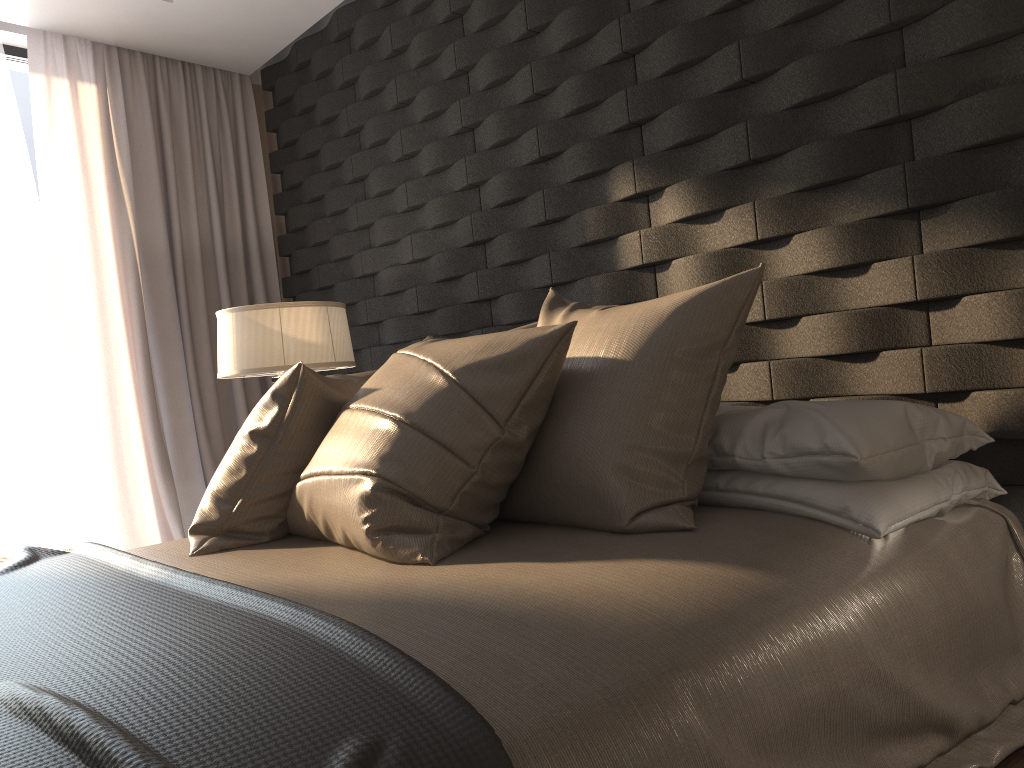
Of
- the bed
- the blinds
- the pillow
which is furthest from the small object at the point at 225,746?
the blinds

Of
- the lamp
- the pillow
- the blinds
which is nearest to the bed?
the pillow

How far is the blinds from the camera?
3.8m

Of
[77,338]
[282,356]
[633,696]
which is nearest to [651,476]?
[633,696]

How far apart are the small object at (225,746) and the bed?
0.0 meters

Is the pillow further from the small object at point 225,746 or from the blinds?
the blinds

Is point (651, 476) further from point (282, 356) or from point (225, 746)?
point (282, 356)

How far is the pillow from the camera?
1.6 meters

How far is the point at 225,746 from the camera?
0.83m

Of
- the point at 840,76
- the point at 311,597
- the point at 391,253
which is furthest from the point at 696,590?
the point at 391,253
